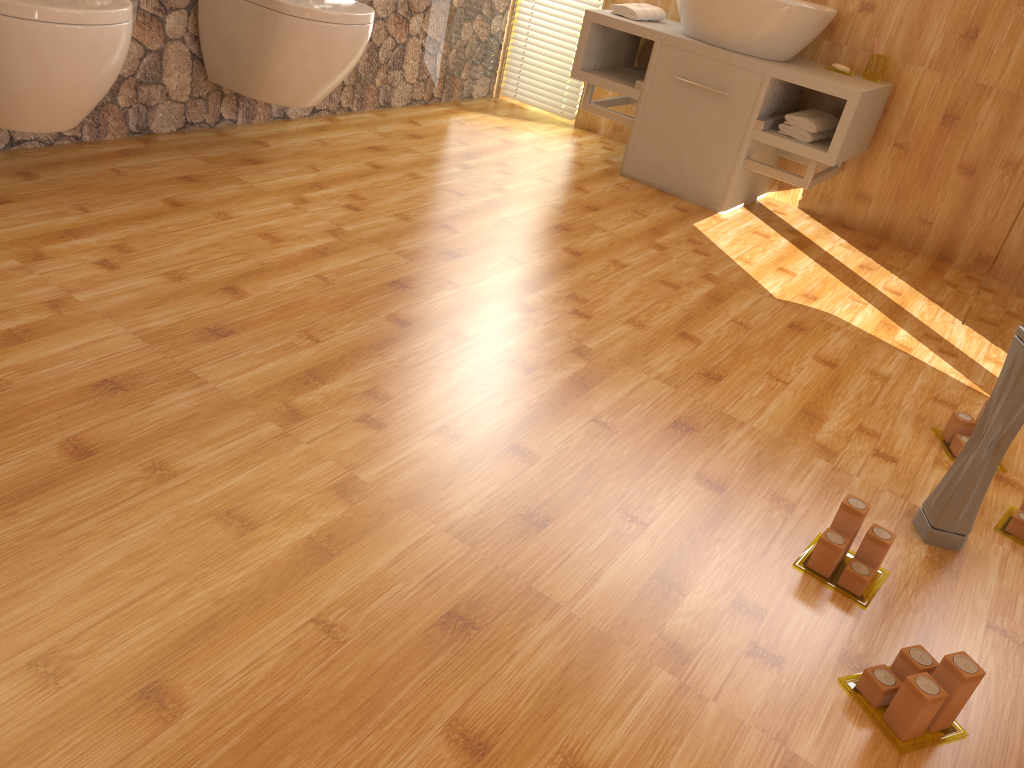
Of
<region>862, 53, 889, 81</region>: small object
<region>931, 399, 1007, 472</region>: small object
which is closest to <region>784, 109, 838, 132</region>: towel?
<region>862, 53, 889, 81</region>: small object

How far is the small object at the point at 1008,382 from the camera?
1.6 meters

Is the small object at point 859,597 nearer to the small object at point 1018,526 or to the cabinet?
the small object at point 1018,526

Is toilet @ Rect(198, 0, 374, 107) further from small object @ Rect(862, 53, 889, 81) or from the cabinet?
small object @ Rect(862, 53, 889, 81)

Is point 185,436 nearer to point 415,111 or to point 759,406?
point 759,406

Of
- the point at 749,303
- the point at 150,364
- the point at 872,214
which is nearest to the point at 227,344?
the point at 150,364

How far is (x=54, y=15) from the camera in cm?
198

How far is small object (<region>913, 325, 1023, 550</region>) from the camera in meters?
1.6 m

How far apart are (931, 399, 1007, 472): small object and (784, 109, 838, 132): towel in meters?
1.5

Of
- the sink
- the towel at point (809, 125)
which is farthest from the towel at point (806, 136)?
the sink
